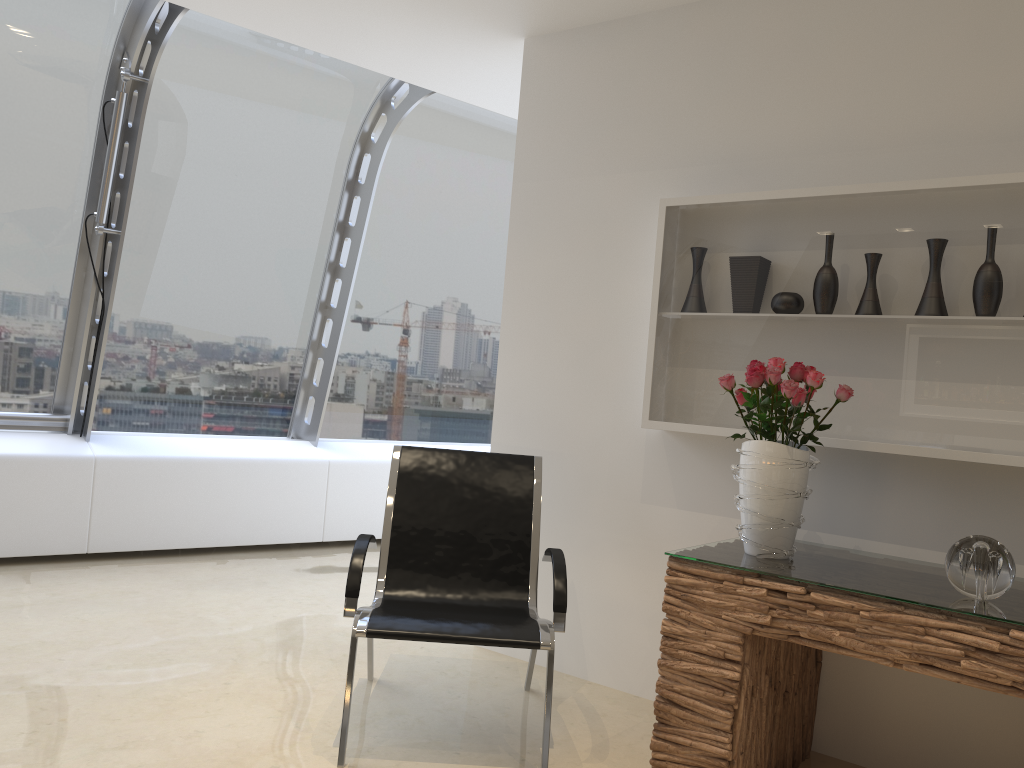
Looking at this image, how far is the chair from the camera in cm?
288

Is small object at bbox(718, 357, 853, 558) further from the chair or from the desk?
the chair

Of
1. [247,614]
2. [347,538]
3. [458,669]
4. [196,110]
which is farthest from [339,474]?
[458,669]

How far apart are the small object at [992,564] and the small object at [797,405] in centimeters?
46cm

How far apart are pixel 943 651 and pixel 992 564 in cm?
28

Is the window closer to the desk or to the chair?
the chair

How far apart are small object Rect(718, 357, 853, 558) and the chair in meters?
0.6 m

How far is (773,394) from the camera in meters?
2.8

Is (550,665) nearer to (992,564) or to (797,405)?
(797,405)

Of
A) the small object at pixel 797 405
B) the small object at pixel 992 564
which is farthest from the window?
the small object at pixel 992 564
